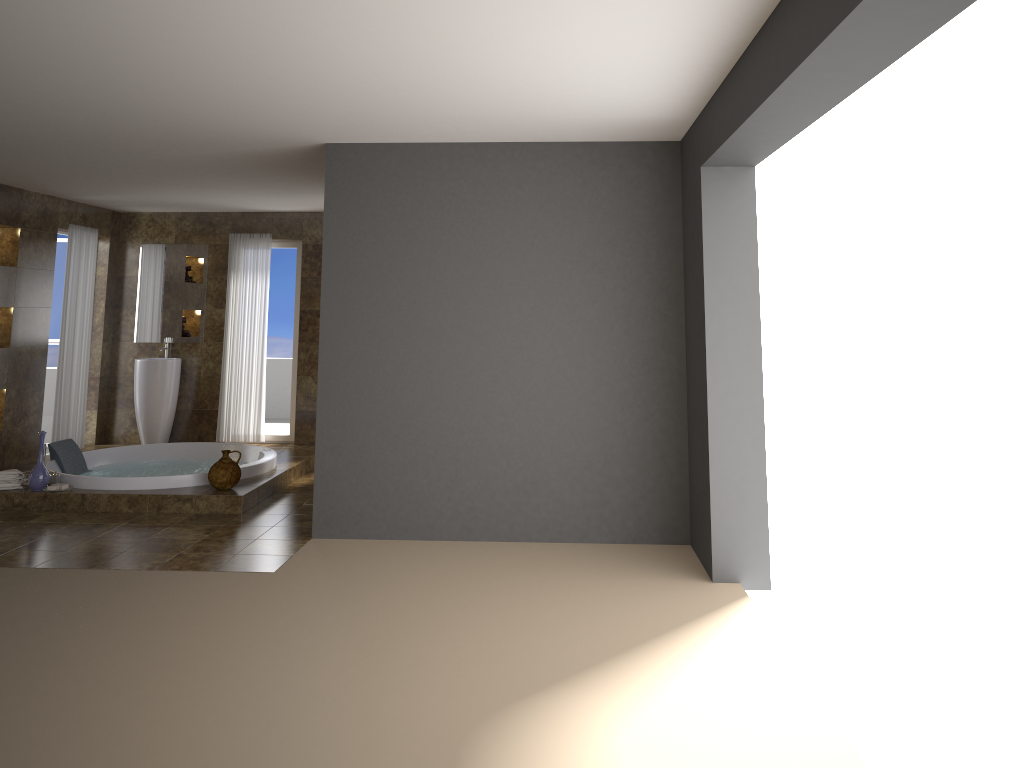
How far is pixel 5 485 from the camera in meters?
6.4 m

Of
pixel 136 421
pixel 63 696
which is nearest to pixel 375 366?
pixel 63 696

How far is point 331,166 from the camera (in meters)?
5.55

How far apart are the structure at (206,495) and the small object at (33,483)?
0.0 meters

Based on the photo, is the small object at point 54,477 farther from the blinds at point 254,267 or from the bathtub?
the blinds at point 254,267

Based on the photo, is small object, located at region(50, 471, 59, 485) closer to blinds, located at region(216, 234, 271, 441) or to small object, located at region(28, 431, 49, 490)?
small object, located at region(28, 431, 49, 490)

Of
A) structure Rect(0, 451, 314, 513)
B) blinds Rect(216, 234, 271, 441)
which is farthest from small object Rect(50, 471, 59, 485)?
blinds Rect(216, 234, 271, 441)

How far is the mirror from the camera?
9.5 meters

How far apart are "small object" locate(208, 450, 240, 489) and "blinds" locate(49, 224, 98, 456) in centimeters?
308cm

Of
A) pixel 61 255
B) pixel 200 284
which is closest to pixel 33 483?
pixel 200 284
